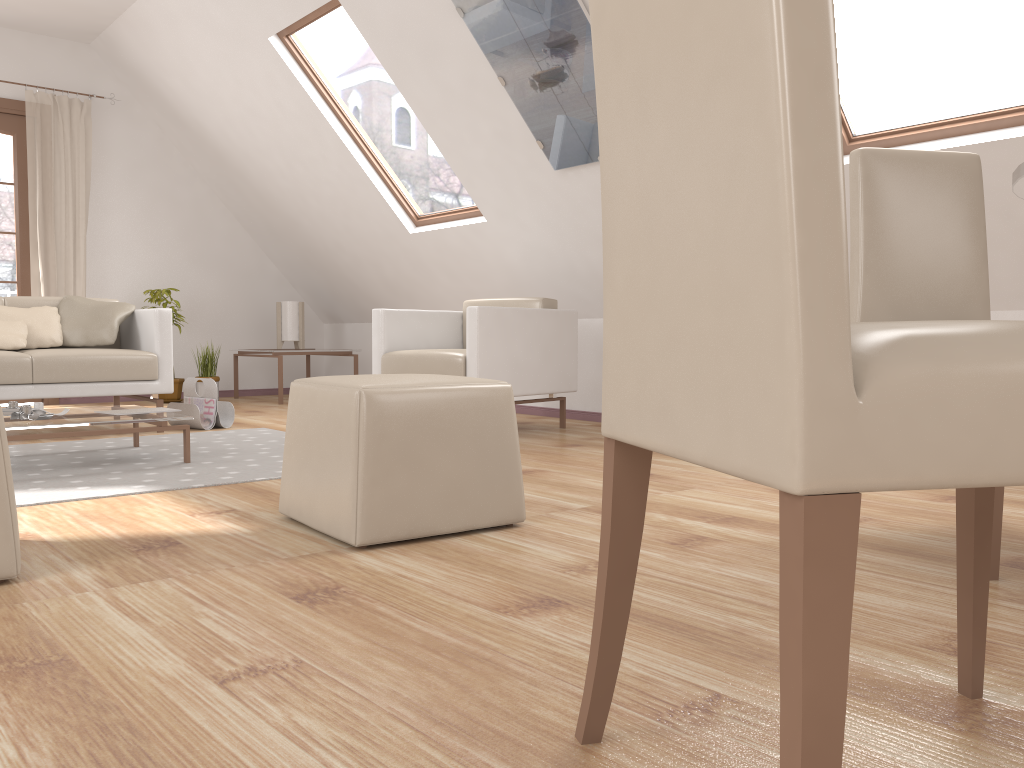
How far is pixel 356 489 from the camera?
2.1m

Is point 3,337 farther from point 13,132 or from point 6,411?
point 13,132

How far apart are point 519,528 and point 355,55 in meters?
12.2 m

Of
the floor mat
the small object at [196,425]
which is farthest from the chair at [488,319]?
the small object at [196,425]

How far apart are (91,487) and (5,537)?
1.16m

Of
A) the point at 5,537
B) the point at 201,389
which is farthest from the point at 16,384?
the point at 5,537

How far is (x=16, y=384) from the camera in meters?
4.1 m

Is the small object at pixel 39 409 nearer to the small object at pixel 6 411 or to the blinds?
the small object at pixel 6 411

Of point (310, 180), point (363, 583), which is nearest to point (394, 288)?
point (310, 180)

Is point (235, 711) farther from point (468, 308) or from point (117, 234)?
point (117, 234)
